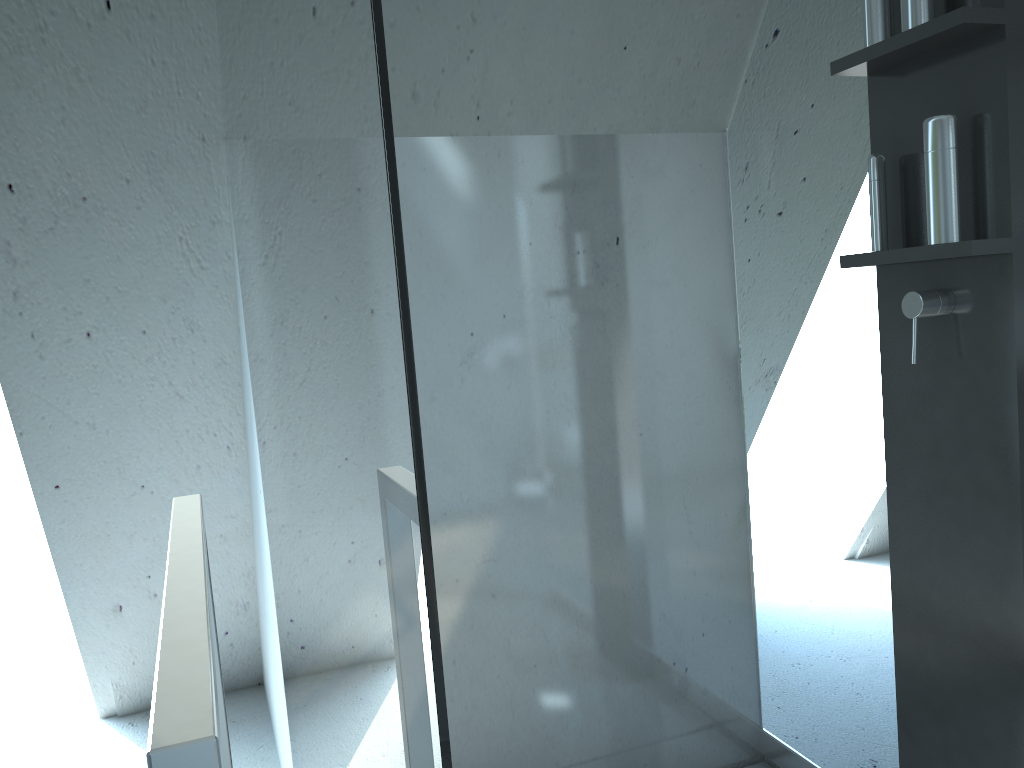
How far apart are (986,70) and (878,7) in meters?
0.2

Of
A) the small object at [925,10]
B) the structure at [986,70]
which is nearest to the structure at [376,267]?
the structure at [986,70]

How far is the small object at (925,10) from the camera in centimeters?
121cm

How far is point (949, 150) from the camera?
1.2m

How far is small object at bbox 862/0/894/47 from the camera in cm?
129

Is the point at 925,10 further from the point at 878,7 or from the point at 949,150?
the point at 949,150

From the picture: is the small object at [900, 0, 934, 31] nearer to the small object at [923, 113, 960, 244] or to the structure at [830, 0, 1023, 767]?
the structure at [830, 0, 1023, 767]

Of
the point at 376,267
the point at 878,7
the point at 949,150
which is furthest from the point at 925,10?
the point at 376,267

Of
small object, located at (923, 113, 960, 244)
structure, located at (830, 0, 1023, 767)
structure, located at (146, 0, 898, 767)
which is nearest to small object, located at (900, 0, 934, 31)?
structure, located at (830, 0, 1023, 767)

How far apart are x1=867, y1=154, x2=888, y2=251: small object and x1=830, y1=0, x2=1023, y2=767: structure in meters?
0.0
